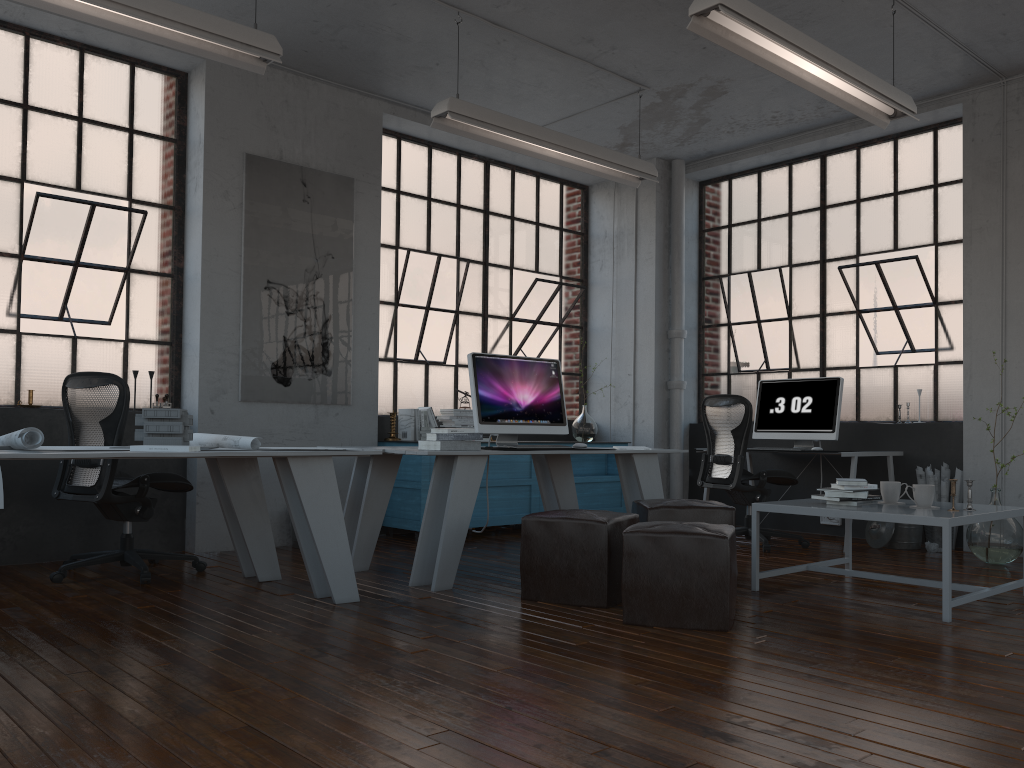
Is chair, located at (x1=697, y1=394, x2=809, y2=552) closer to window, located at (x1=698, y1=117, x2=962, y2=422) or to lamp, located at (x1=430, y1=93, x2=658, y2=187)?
window, located at (x1=698, y1=117, x2=962, y2=422)

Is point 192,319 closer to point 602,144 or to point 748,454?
point 602,144

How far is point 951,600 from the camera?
3.8m

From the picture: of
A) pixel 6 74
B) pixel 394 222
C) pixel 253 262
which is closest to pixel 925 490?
pixel 253 262

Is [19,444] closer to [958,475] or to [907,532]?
[907,532]

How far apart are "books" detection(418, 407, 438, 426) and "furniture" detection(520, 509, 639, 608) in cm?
265

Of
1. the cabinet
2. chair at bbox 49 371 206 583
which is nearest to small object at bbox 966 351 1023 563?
the cabinet

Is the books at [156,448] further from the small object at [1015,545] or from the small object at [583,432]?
the small object at [1015,545]

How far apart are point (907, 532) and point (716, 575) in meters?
3.3 m

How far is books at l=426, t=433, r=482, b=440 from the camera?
4.59m
